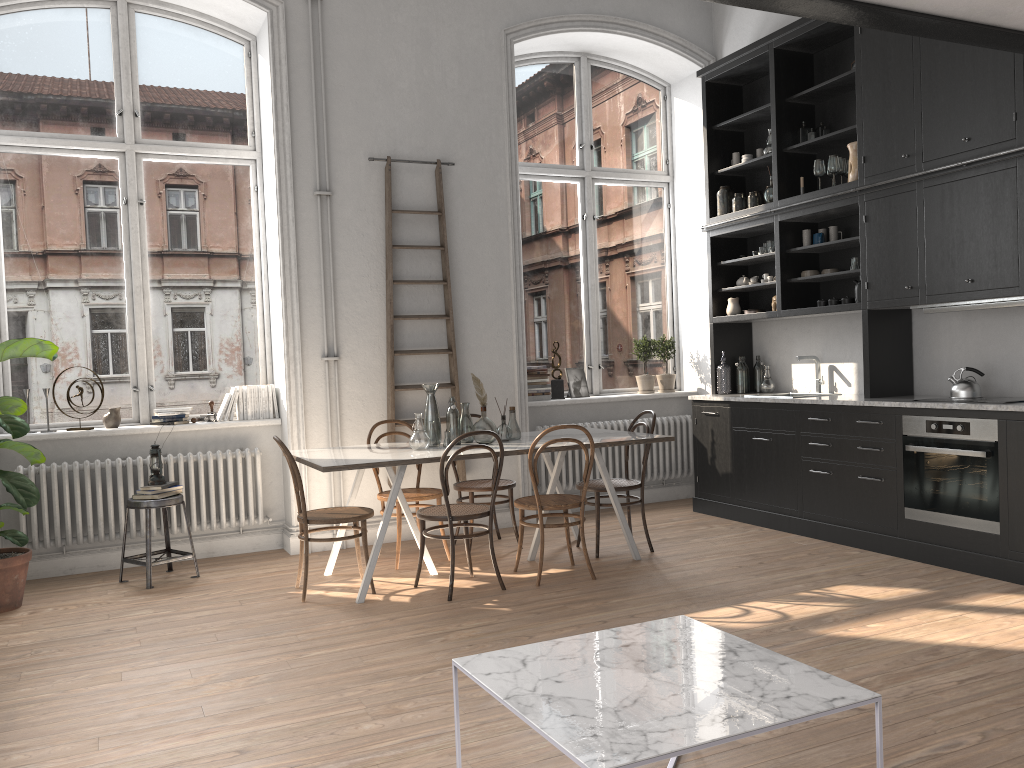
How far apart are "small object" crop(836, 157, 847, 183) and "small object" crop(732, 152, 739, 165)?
1.2m

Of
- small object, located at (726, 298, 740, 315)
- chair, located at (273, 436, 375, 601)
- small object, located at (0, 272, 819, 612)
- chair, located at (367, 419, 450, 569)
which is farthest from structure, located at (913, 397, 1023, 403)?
small object, located at (0, 272, 819, 612)

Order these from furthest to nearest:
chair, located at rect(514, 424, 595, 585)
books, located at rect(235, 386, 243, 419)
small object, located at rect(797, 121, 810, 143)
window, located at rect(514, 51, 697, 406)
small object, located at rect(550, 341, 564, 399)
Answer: window, located at rect(514, 51, 697, 406)
small object, located at rect(550, 341, 564, 399)
small object, located at rect(797, 121, 810, 143)
books, located at rect(235, 386, 243, 419)
chair, located at rect(514, 424, 595, 585)

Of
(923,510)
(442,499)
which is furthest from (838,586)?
(442,499)

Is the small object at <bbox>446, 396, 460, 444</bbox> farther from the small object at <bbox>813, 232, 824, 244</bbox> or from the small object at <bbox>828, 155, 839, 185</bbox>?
the small object at <bbox>828, 155, 839, 185</bbox>

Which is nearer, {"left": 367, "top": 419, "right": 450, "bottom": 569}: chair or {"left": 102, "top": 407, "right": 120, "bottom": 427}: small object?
{"left": 367, "top": 419, "right": 450, "bottom": 569}: chair

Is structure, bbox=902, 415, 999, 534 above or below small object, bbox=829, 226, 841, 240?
below

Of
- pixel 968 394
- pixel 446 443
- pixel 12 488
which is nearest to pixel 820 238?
pixel 968 394

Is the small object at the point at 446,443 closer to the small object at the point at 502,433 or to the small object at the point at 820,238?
the small object at the point at 502,433

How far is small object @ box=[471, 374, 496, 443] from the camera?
5.44m
